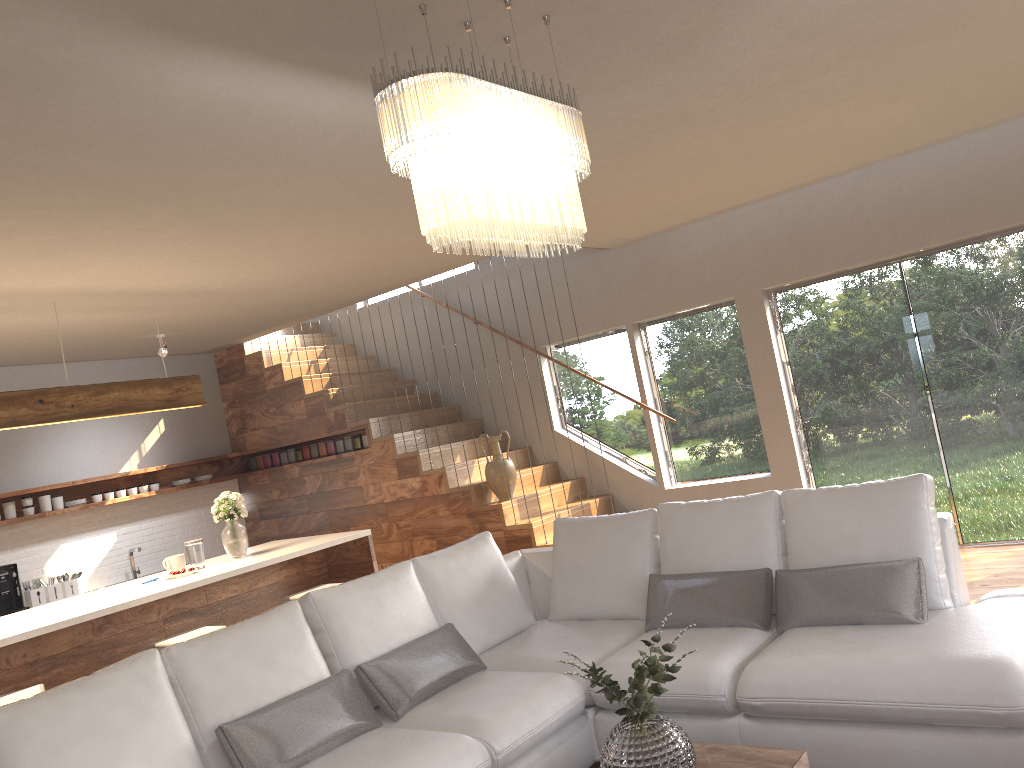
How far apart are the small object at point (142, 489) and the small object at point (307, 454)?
1.46m

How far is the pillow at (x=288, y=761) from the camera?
3.1 meters

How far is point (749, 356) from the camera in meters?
7.0

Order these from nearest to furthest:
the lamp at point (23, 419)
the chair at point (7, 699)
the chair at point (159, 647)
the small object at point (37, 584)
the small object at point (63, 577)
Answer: the chair at point (7, 699) < the chair at point (159, 647) < the lamp at point (23, 419) < the small object at point (37, 584) < the small object at point (63, 577)

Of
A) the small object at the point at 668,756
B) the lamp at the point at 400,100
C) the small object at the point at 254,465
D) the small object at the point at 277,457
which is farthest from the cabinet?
the lamp at the point at 400,100

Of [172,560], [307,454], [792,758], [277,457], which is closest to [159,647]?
[172,560]

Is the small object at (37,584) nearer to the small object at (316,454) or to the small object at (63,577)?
the small object at (63,577)

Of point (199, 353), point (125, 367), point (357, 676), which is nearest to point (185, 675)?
point (357, 676)

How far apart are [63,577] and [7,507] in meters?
0.7 m

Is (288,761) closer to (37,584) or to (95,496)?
(37,584)
